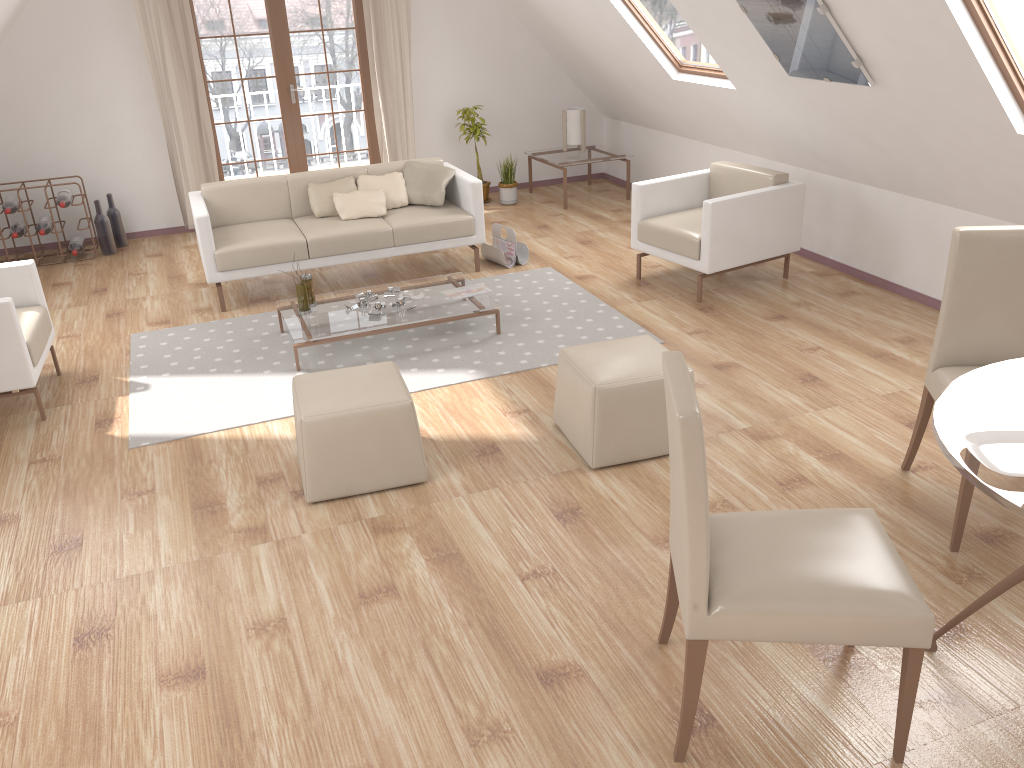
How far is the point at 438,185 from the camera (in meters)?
6.22

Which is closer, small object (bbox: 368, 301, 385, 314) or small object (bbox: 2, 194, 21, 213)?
small object (bbox: 368, 301, 385, 314)

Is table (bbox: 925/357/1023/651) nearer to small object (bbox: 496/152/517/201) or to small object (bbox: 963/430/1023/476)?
small object (bbox: 963/430/1023/476)

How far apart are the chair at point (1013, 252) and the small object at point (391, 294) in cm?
297

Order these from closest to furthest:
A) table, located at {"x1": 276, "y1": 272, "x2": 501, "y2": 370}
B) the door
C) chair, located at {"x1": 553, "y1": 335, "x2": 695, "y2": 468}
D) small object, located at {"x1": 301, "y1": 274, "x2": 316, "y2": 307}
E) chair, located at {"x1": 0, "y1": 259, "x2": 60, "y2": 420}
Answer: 1. chair, located at {"x1": 553, "y1": 335, "x2": 695, "y2": 468}
2. chair, located at {"x1": 0, "y1": 259, "x2": 60, "y2": 420}
3. table, located at {"x1": 276, "y1": 272, "x2": 501, "y2": 370}
4. small object, located at {"x1": 301, "y1": 274, "x2": 316, "y2": 307}
5. the door

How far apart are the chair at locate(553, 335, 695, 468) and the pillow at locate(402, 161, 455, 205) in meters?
2.7 m

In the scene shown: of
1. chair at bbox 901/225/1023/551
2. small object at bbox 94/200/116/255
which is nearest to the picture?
chair at bbox 901/225/1023/551

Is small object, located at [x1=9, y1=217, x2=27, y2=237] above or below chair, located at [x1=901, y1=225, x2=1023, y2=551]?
below

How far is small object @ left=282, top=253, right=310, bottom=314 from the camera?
4.99m

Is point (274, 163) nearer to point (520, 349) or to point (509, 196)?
point (509, 196)
